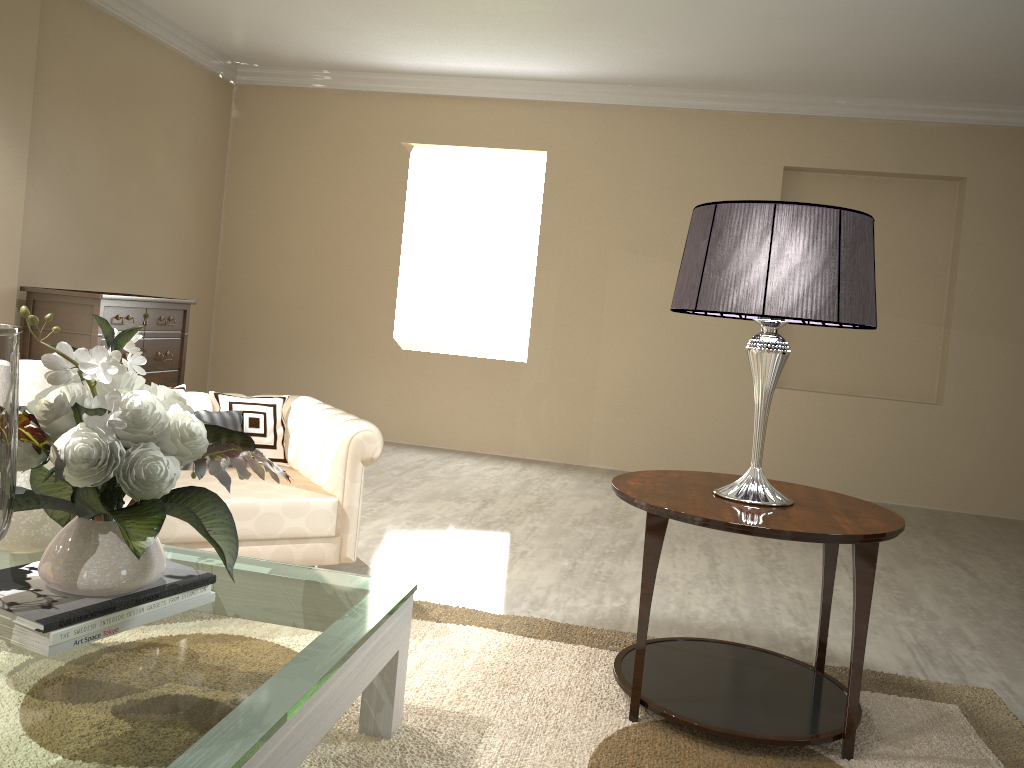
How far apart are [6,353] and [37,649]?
0.57m

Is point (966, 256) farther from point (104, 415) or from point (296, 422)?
point (104, 415)

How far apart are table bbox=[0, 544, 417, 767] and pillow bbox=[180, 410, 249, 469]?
0.7m

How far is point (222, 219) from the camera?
5.9 meters

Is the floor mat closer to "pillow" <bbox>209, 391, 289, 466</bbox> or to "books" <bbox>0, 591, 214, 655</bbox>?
"books" <bbox>0, 591, 214, 655</bbox>

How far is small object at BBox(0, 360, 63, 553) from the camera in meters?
1.7

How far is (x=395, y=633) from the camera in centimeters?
177cm

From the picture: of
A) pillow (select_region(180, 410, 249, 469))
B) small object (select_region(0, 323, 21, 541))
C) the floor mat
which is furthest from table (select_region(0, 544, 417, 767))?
pillow (select_region(180, 410, 249, 469))

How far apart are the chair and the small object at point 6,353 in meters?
1.2

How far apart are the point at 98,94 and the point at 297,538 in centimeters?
326cm
